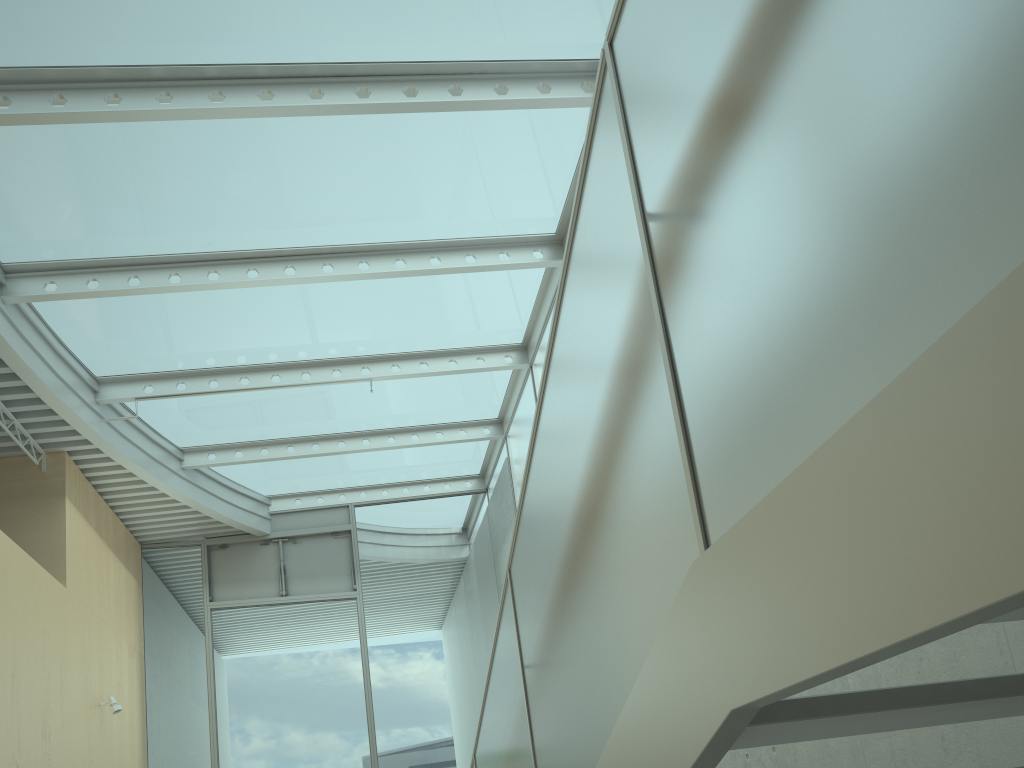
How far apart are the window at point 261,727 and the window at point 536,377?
0.19m

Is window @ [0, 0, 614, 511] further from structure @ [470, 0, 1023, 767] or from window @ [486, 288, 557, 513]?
structure @ [470, 0, 1023, 767]

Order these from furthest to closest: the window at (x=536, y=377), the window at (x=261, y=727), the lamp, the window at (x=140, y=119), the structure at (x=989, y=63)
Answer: the window at (x=261, y=727) → the window at (x=536, y=377) → the lamp → the window at (x=140, y=119) → the structure at (x=989, y=63)

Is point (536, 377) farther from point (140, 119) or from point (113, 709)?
point (113, 709)

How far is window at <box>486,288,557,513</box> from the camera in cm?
924

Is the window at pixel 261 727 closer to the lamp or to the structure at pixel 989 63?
the lamp

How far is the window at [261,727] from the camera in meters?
10.3 m

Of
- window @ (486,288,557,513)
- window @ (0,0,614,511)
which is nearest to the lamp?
window @ (0,0,614,511)

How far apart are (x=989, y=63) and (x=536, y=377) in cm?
846

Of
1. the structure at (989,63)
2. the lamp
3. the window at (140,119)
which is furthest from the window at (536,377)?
the structure at (989,63)
